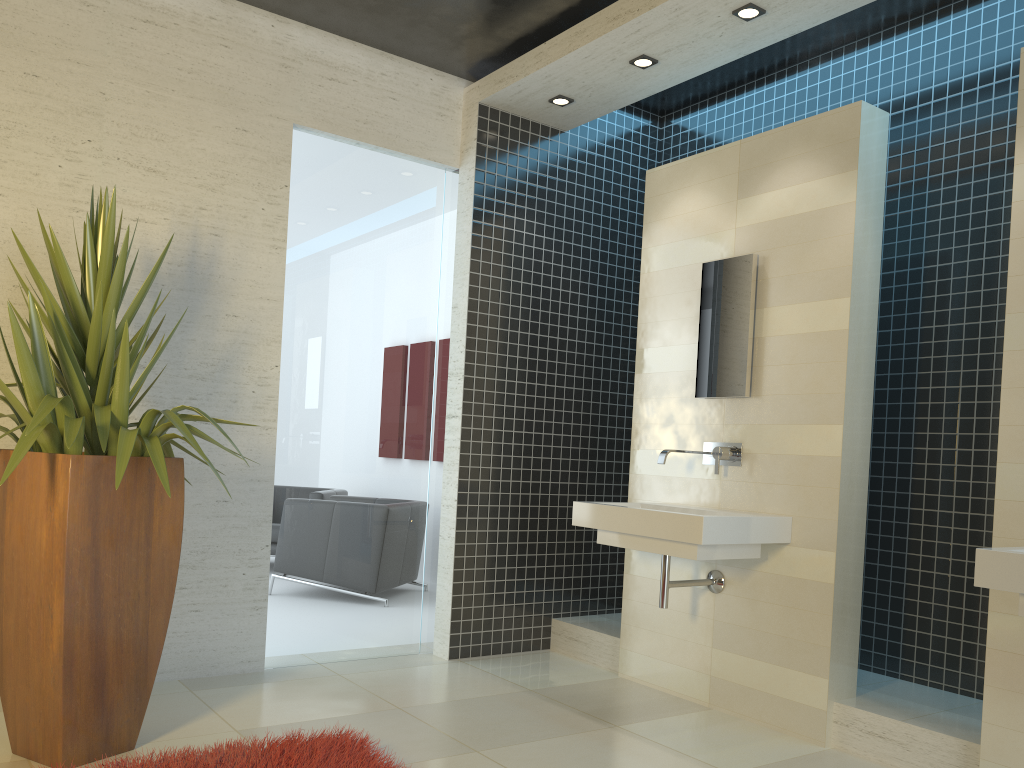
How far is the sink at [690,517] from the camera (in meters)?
3.64

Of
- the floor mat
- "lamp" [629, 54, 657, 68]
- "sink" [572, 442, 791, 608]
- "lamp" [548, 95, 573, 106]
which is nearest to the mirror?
"sink" [572, 442, 791, 608]

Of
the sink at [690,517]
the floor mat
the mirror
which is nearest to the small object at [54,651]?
the floor mat

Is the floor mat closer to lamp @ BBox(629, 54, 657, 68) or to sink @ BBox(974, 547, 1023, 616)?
sink @ BBox(974, 547, 1023, 616)

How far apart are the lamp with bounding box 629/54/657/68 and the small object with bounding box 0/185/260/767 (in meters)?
2.53

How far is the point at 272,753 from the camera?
3.0m

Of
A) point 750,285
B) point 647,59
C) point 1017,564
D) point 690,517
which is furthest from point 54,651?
point 647,59

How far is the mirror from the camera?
4.2 meters

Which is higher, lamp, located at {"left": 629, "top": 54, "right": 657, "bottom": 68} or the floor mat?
lamp, located at {"left": 629, "top": 54, "right": 657, "bottom": 68}

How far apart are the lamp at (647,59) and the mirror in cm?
106
